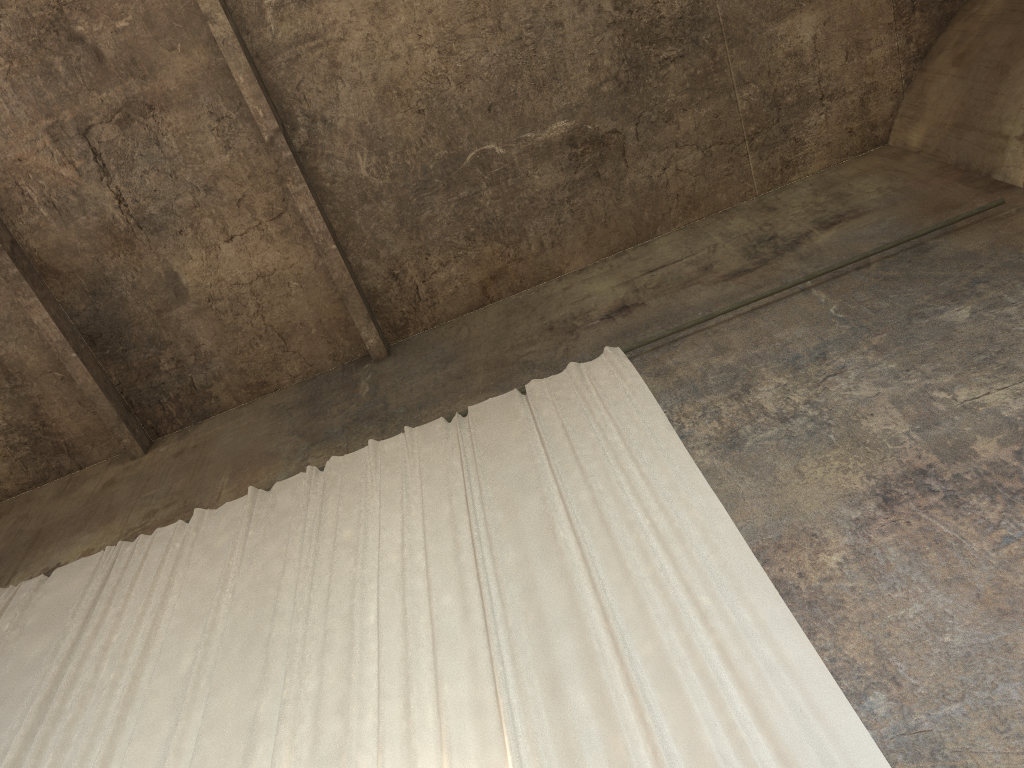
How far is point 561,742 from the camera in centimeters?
428cm

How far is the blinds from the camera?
4.28m

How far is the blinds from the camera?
4.3 meters
